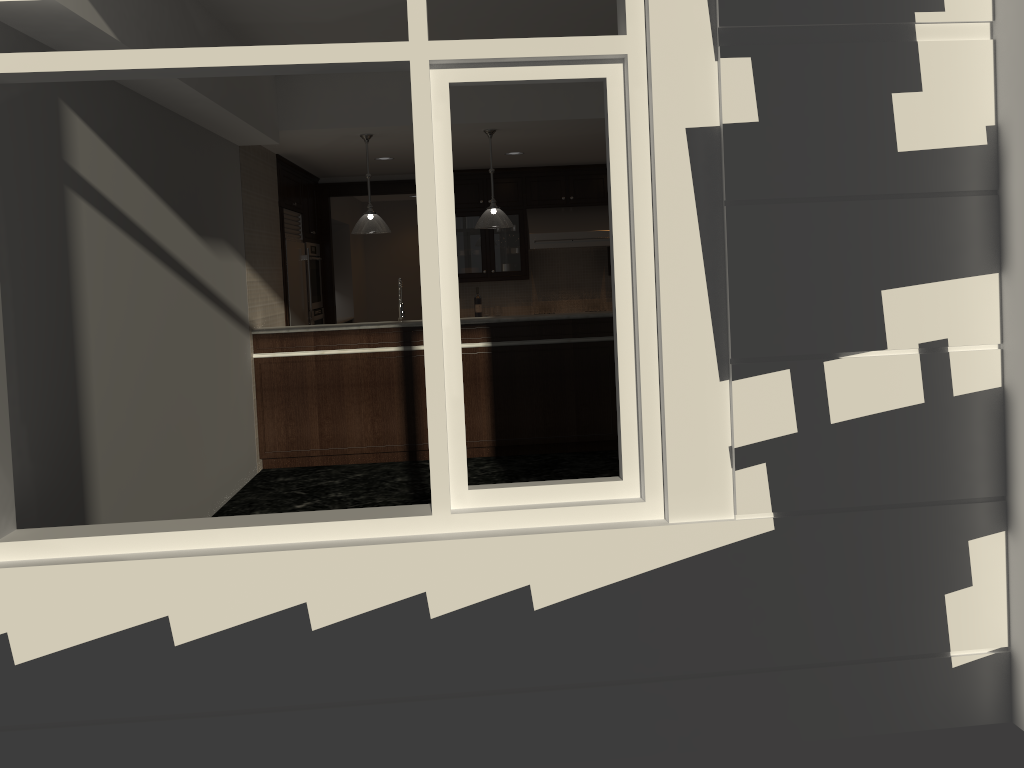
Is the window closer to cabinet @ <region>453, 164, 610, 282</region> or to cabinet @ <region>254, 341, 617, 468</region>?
cabinet @ <region>254, 341, 617, 468</region>

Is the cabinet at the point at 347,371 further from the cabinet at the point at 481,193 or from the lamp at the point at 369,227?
the cabinet at the point at 481,193

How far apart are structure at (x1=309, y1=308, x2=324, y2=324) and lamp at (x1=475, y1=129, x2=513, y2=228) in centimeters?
301cm

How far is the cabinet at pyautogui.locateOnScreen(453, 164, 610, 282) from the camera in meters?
9.7

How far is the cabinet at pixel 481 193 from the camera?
9.7 meters

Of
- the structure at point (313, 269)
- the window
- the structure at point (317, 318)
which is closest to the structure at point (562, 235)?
the structure at point (313, 269)

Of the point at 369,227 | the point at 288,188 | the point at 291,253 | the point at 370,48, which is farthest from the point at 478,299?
the point at 370,48

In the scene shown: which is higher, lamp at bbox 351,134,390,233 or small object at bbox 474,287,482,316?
lamp at bbox 351,134,390,233

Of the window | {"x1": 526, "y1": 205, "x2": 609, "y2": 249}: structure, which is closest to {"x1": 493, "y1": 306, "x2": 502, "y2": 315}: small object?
{"x1": 526, "y1": 205, "x2": 609, "y2": 249}: structure

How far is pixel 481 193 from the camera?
9.7m
